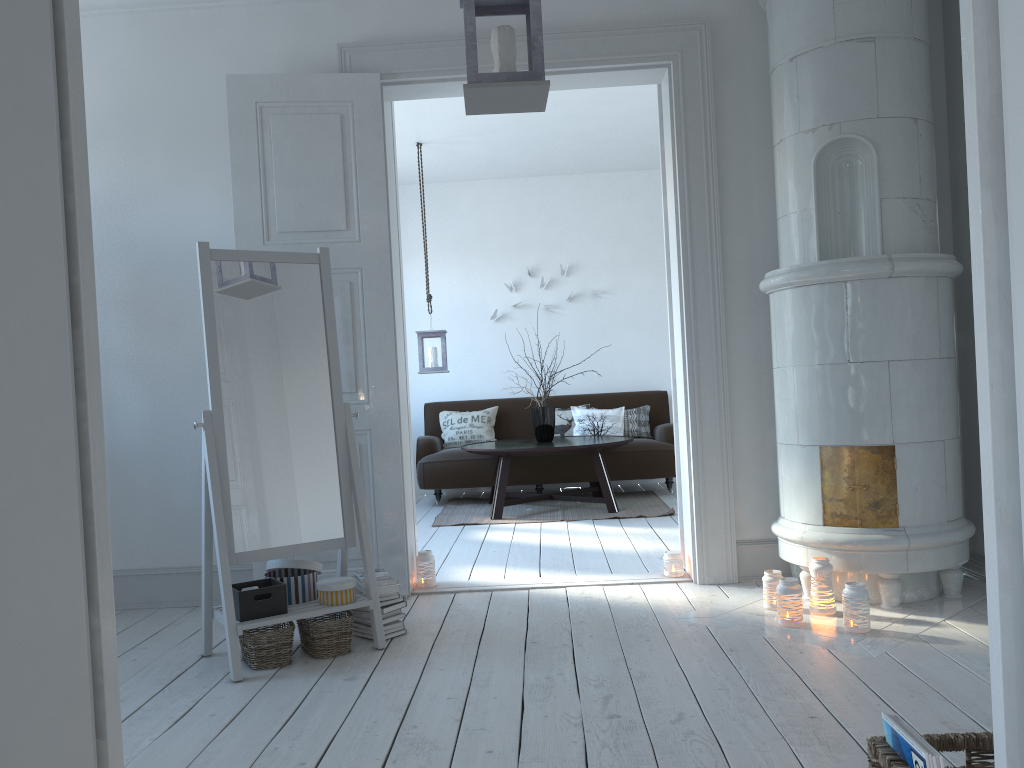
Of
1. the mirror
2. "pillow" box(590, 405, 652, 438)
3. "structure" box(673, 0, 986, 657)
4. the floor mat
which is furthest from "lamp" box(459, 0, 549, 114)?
"pillow" box(590, 405, 652, 438)

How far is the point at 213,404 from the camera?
3.1m

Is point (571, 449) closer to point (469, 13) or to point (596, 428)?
point (596, 428)

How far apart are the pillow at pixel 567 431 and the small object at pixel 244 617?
4.5 meters

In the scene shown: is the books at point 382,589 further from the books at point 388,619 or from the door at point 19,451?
the door at point 19,451

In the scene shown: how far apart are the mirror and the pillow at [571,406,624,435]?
4.14m

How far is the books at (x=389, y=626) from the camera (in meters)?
3.32

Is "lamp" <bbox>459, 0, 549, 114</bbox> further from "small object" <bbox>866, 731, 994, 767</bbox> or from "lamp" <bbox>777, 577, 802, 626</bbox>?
"lamp" <bbox>777, 577, 802, 626</bbox>

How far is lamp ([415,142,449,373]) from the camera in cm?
666

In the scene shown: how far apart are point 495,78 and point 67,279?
1.4 meters
